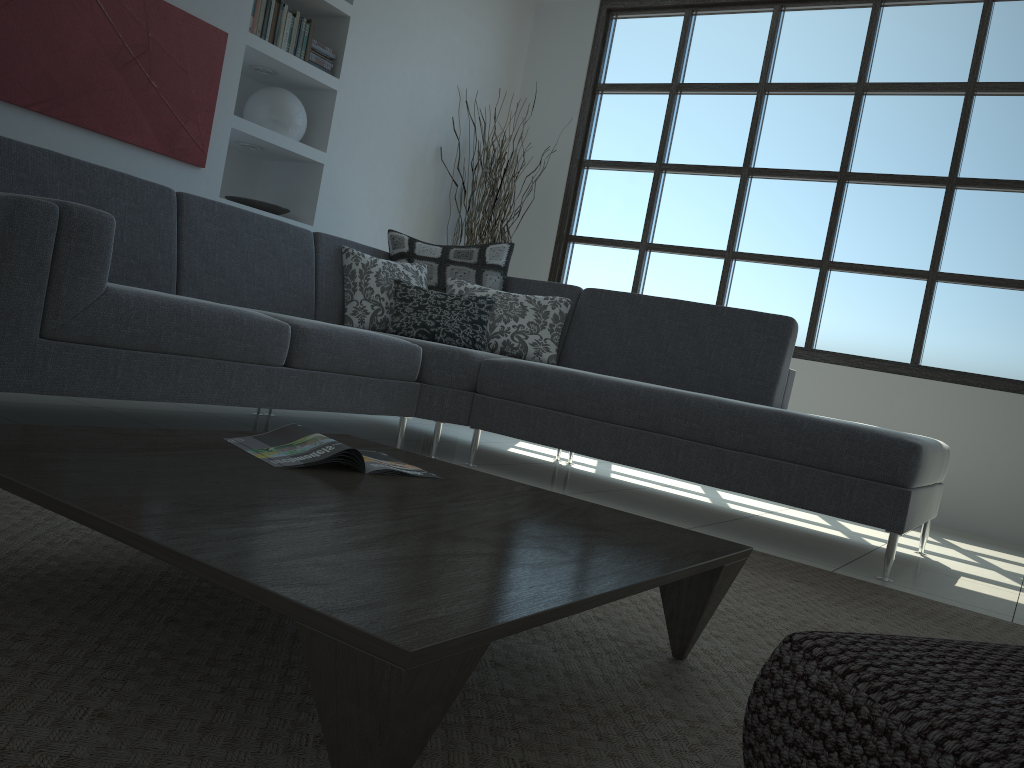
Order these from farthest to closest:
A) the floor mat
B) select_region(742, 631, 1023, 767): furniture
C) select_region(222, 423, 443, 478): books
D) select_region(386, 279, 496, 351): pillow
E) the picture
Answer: select_region(386, 279, 496, 351): pillow < the picture < select_region(222, 423, 443, 478): books < the floor mat < select_region(742, 631, 1023, 767): furniture

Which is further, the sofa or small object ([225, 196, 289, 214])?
small object ([225, 196, 289, 214])

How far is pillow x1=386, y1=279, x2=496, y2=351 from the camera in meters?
4.0

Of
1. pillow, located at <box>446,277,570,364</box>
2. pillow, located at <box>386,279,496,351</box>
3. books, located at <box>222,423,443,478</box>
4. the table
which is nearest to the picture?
pillow, located at <box>386,279,496,351</box>

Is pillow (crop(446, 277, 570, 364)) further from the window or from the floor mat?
the window

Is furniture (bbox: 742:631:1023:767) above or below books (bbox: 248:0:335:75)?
below

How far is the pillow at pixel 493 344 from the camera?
4.1m

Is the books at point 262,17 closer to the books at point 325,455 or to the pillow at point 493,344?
the pillow at point 493,344

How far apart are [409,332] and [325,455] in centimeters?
240cm

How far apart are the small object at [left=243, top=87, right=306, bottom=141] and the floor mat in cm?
331
